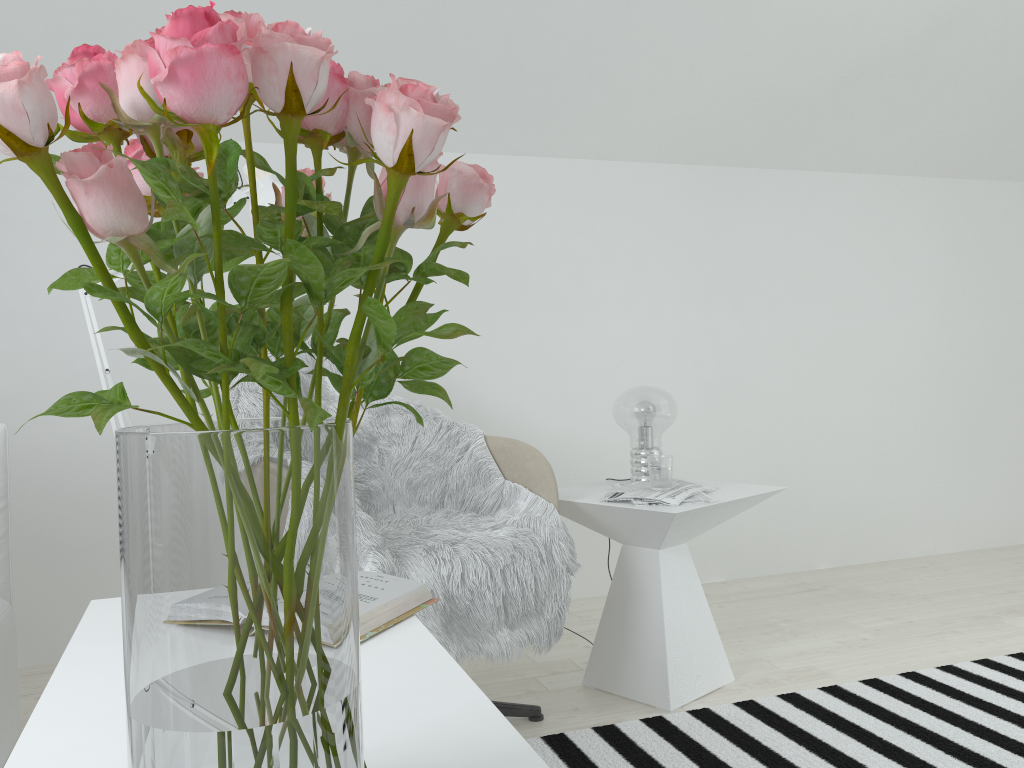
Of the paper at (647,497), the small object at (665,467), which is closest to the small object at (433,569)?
the paper at (647,497)

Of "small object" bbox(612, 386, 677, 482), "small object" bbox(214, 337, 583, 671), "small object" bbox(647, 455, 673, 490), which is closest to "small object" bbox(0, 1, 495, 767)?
"small object" bbox(214, 337, 583, 671)

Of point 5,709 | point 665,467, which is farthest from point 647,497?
point 5,709

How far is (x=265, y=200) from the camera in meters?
2.1

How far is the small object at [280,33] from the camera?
0.52m

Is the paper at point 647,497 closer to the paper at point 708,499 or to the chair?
the paper at point 708,499

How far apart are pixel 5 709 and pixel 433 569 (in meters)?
0.95

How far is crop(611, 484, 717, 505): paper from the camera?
2.15m

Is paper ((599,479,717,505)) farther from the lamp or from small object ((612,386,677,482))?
the lamp

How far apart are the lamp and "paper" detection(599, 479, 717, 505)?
1.07m
